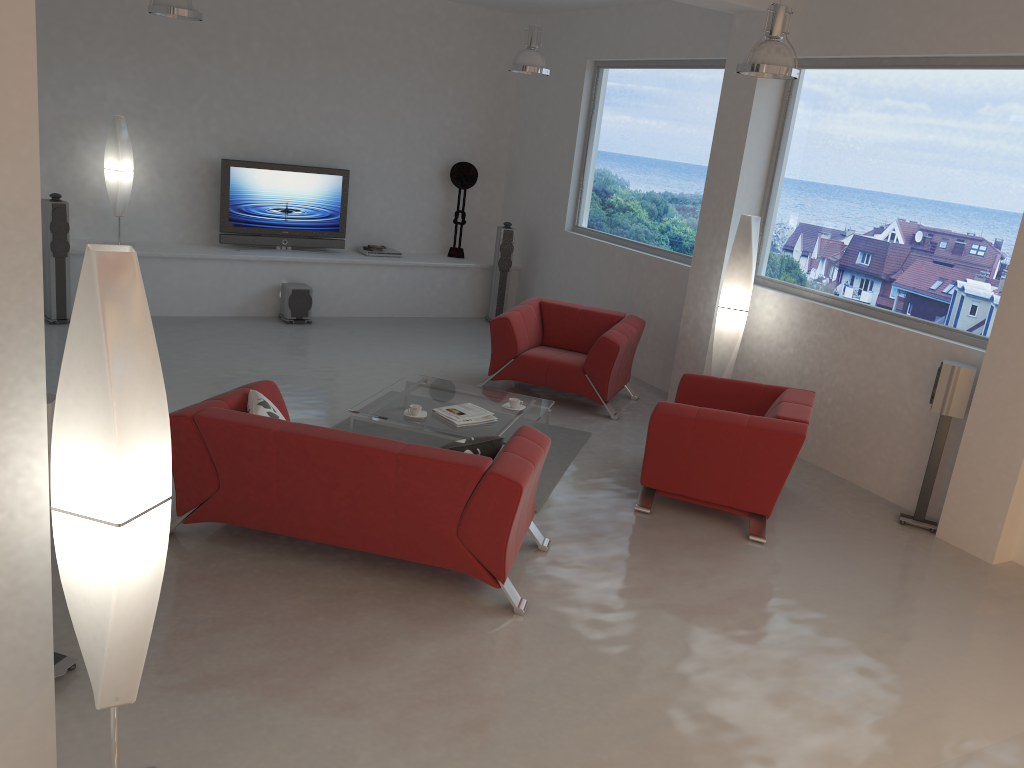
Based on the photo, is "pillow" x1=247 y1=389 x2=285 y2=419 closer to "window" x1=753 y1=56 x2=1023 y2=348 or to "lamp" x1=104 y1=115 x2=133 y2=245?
"window" x1=753 y1=56 x2=1023 y2=348

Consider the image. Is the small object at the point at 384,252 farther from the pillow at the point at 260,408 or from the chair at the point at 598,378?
the pillow at the point at 260,408

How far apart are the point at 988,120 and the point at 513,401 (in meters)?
3.60

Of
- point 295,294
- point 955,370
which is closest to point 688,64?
point 955,370

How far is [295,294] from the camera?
9.2m

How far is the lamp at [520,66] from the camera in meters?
7.8

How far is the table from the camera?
5.8 meters

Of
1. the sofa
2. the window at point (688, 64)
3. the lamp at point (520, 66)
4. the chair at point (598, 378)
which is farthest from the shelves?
the sofa

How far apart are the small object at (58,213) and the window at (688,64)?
5.1 meters

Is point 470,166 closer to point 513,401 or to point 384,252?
point 384,252
